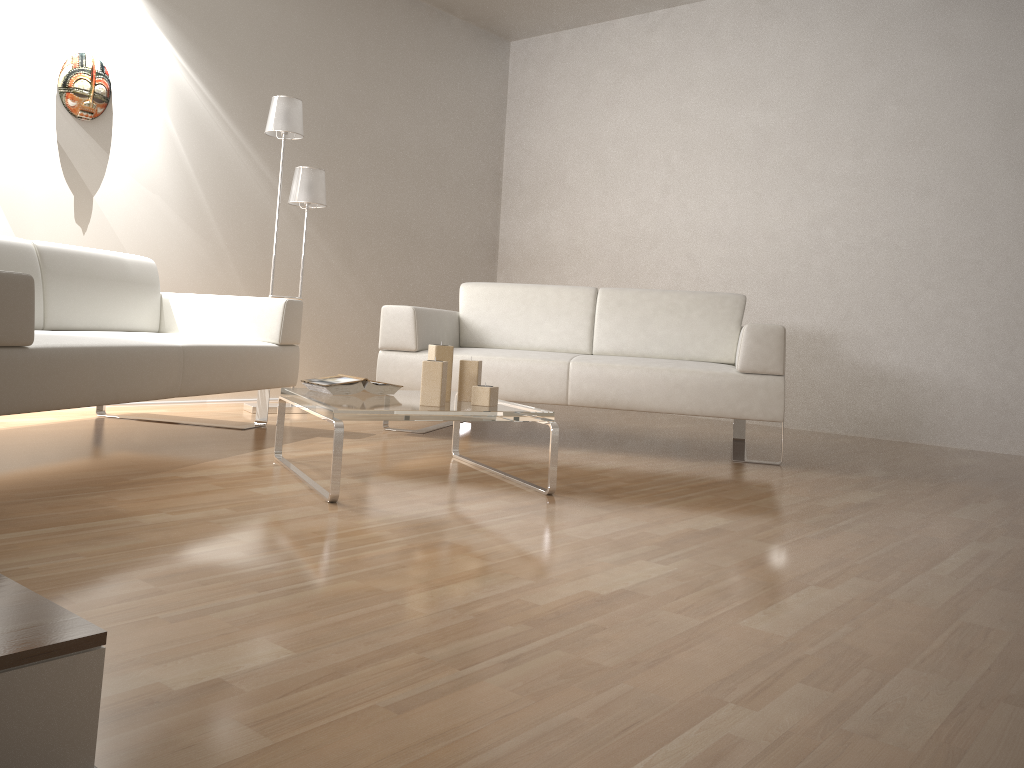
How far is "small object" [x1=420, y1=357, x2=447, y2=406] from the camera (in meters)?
2.71

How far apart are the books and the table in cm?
2

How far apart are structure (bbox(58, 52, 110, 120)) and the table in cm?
214

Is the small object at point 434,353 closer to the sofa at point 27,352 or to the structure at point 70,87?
the sofa at point 27,352

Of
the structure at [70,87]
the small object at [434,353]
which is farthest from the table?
the structure at [70,87]

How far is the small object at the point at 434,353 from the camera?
2.9 meters

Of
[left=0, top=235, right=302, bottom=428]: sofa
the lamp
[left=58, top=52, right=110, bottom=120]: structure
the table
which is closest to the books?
the table

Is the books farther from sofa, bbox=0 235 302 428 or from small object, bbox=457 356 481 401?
sofa, bbox=0 235 302 428

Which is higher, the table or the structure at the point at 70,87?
the structure at the point at 70,87

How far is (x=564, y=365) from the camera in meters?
3.8 m
